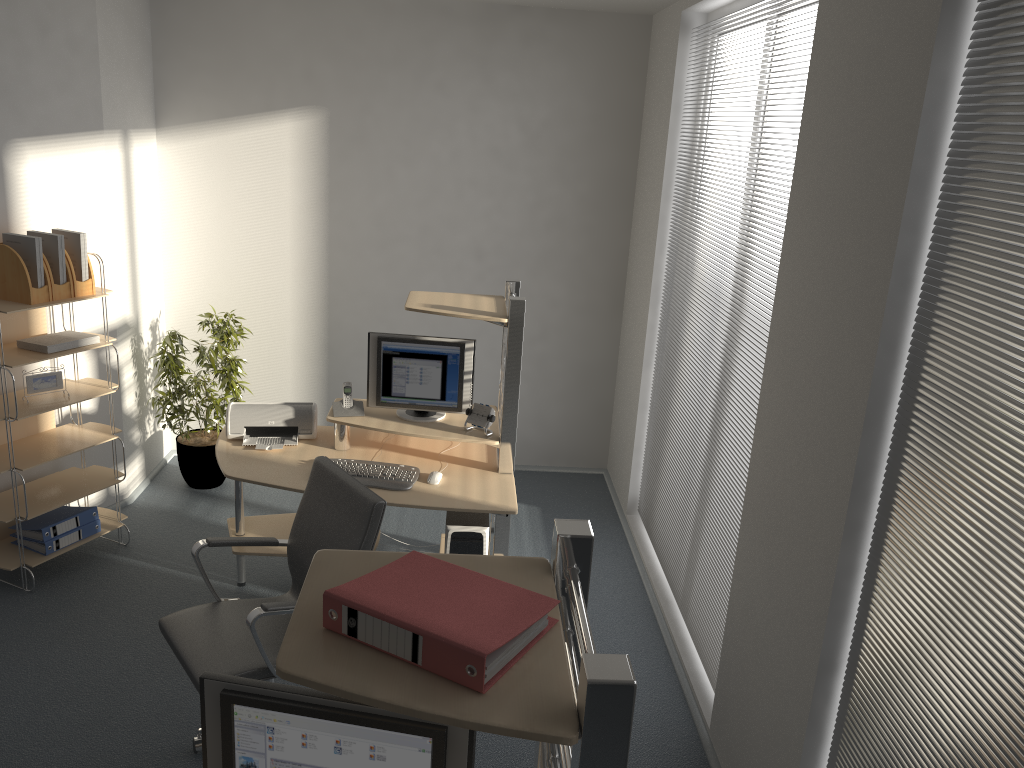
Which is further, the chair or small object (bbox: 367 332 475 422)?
small object (bbox: 367 332 475 422)

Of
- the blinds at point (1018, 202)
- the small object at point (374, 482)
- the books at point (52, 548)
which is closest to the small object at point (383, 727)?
the blinds at point (1018, 202)

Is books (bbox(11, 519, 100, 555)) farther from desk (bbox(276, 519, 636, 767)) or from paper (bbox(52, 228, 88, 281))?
desk (bbox(276, 519, 636, 767))

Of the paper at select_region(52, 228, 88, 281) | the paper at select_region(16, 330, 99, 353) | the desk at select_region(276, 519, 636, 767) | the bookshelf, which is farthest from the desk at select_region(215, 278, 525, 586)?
the desk at select_region(276, 519, 636, 767)

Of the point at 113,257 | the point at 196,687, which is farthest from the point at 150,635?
the point at 113,257

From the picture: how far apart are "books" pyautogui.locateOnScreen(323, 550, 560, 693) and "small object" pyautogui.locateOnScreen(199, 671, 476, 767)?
0.2 meters

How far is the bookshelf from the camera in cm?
414

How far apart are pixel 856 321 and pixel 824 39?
0.94m

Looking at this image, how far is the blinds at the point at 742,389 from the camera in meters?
3.5

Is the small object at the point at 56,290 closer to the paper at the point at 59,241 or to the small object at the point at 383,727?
the paper at the point at 59,241
